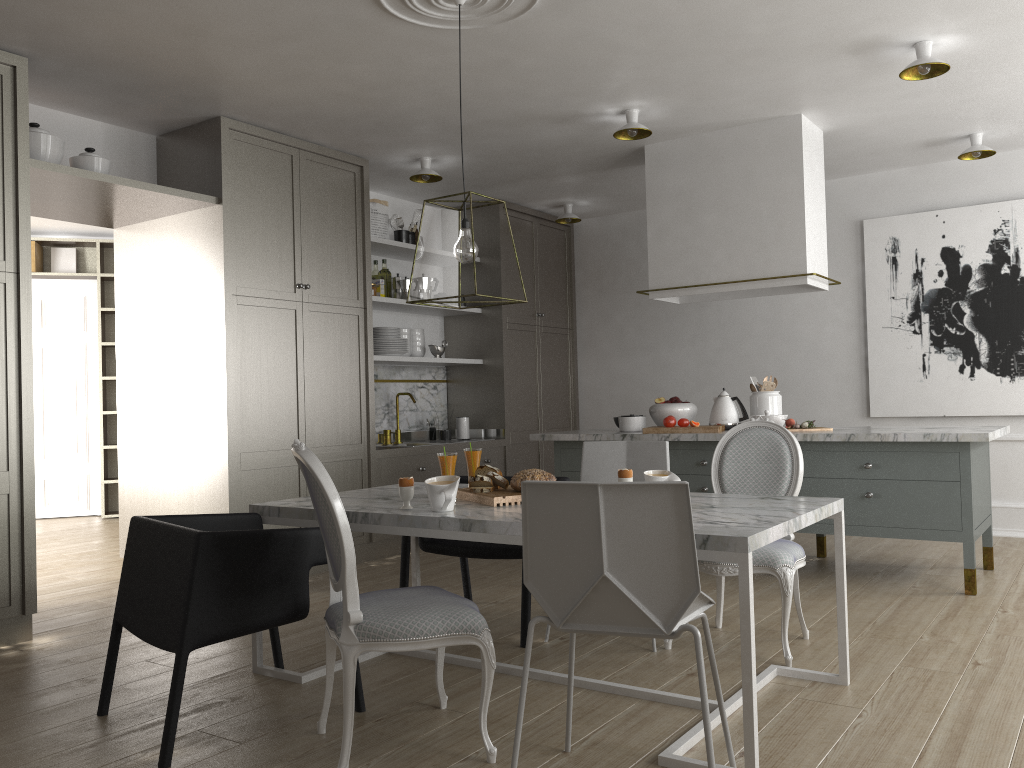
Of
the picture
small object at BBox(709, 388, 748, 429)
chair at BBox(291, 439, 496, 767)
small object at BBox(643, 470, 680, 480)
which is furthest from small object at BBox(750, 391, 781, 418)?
chair at BBox(291, 439, 496, 767)

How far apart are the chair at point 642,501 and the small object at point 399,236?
4.2 meters

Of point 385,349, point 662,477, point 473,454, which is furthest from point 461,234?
point 385,349

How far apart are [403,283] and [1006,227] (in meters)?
3.79

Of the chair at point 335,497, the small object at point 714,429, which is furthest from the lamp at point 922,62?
the chair at point 335,497

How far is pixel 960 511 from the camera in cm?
395

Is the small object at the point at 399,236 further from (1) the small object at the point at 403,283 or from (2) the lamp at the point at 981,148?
(2) the lamp at the point at 981,148

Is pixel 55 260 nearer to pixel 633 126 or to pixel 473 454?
pixel 633 126

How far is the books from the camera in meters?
7.7 m

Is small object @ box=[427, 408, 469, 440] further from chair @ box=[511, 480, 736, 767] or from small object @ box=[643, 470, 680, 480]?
chair @ box=[511, 480, 736, 767]
